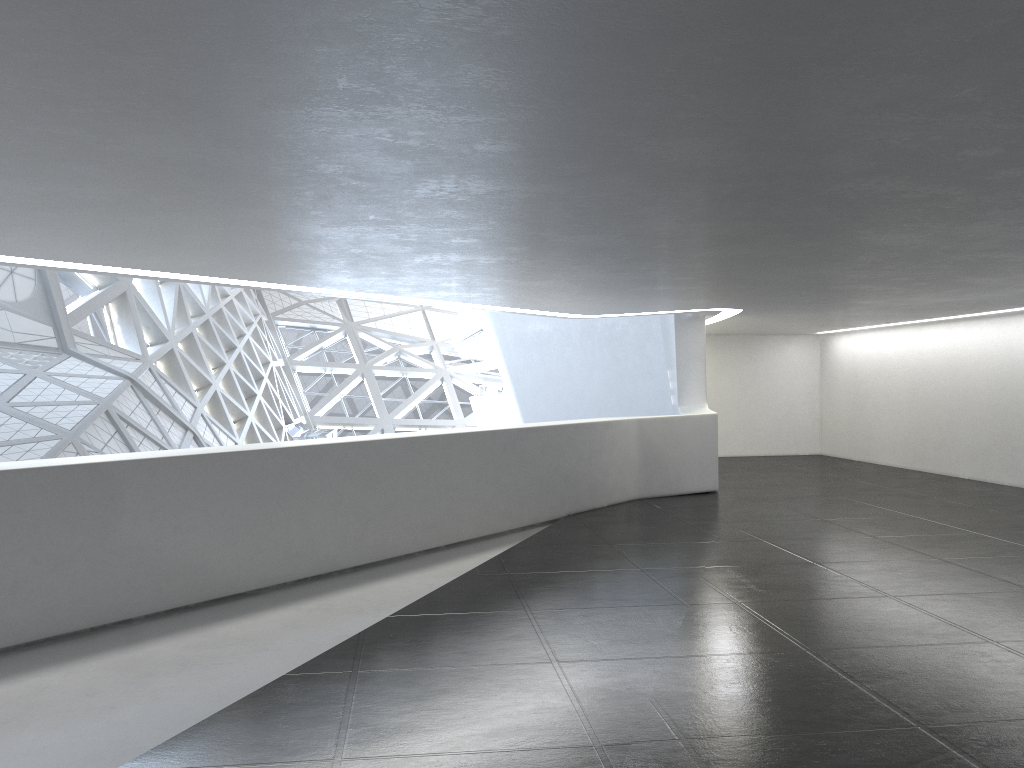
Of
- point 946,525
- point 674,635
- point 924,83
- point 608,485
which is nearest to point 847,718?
point 674,635
